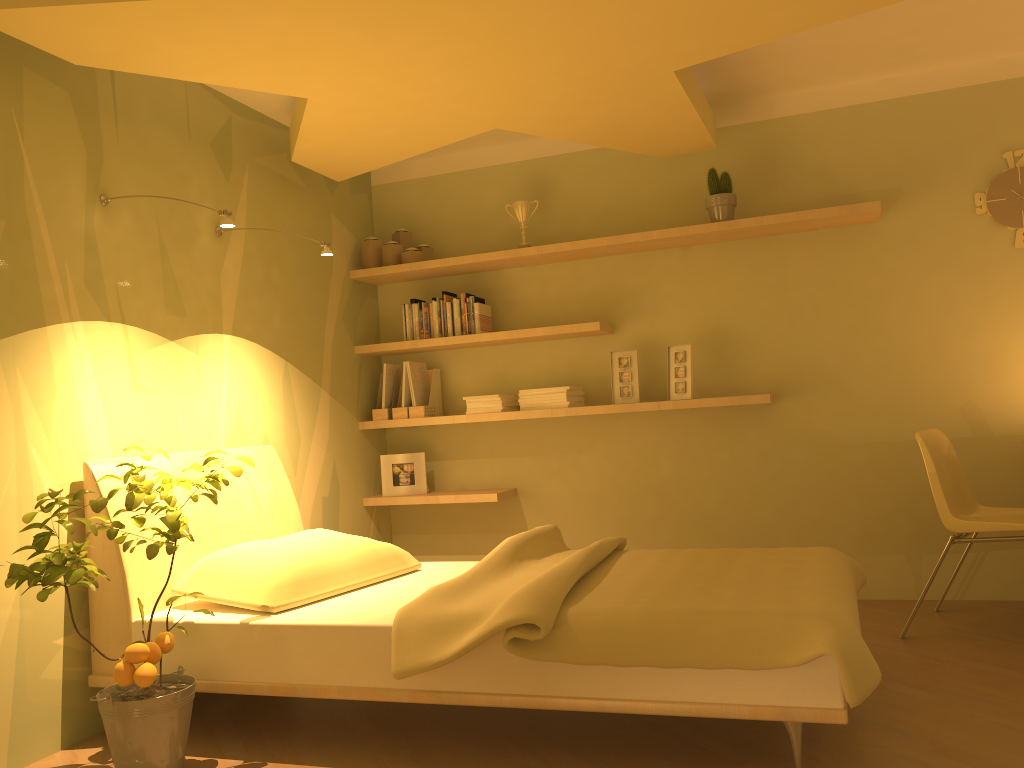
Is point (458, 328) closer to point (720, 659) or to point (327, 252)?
point (327, 252)

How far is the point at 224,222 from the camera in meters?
2.9 m

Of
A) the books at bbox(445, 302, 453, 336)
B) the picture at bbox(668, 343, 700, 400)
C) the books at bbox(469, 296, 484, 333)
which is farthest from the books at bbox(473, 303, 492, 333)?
the picture at bbox(668, 343, 700, 400)

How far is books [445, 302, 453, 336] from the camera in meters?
4.5

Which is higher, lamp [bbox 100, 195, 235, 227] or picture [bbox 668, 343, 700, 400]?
lamp [bbox 100, 195, 235, 227]

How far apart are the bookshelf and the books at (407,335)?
0.07m

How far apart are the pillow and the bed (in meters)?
0.02

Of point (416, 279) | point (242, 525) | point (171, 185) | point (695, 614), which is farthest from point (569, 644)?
point (416, 279)

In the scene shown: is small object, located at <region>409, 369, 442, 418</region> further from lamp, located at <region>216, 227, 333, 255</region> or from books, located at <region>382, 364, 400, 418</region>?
lamp, located at <region>216, 227, 333, 255</region>

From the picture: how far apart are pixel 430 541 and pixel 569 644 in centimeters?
267cm
